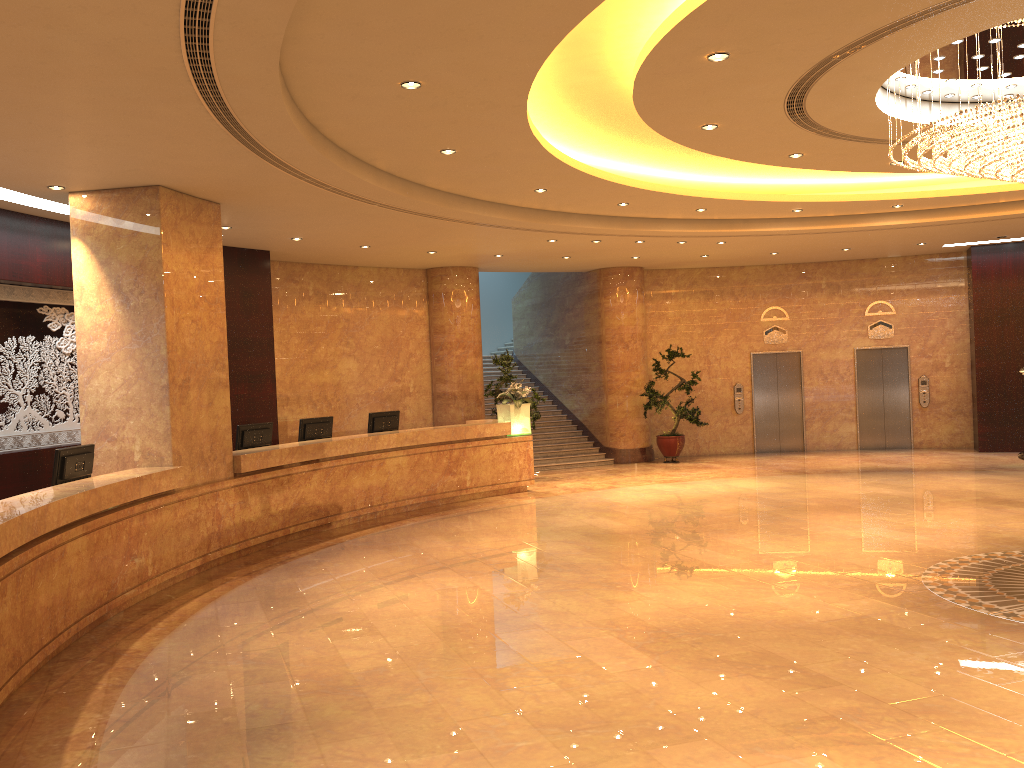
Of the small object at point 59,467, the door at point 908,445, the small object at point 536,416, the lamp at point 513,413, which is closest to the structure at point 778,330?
the door at point 908,445

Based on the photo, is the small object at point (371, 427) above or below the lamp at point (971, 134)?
below

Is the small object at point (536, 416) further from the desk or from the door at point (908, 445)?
the door at point (908, 445)

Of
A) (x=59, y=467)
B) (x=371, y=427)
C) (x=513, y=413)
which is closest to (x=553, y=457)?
(x=513, y=413)

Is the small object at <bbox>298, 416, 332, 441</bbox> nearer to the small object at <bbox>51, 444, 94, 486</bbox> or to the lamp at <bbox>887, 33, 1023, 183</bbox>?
the small object at <bbox>51, 444, 94, 486</bbox>

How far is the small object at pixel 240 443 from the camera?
11.0 meters

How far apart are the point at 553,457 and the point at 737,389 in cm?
431

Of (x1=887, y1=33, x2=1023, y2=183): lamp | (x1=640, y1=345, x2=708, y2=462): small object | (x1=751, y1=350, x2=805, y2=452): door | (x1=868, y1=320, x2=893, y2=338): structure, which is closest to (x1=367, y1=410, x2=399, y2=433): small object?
(x1=640, y1=345, x2=708, y2=462): small object

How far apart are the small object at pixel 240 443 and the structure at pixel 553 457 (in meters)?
6.99

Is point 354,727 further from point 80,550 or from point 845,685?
point 80,550
